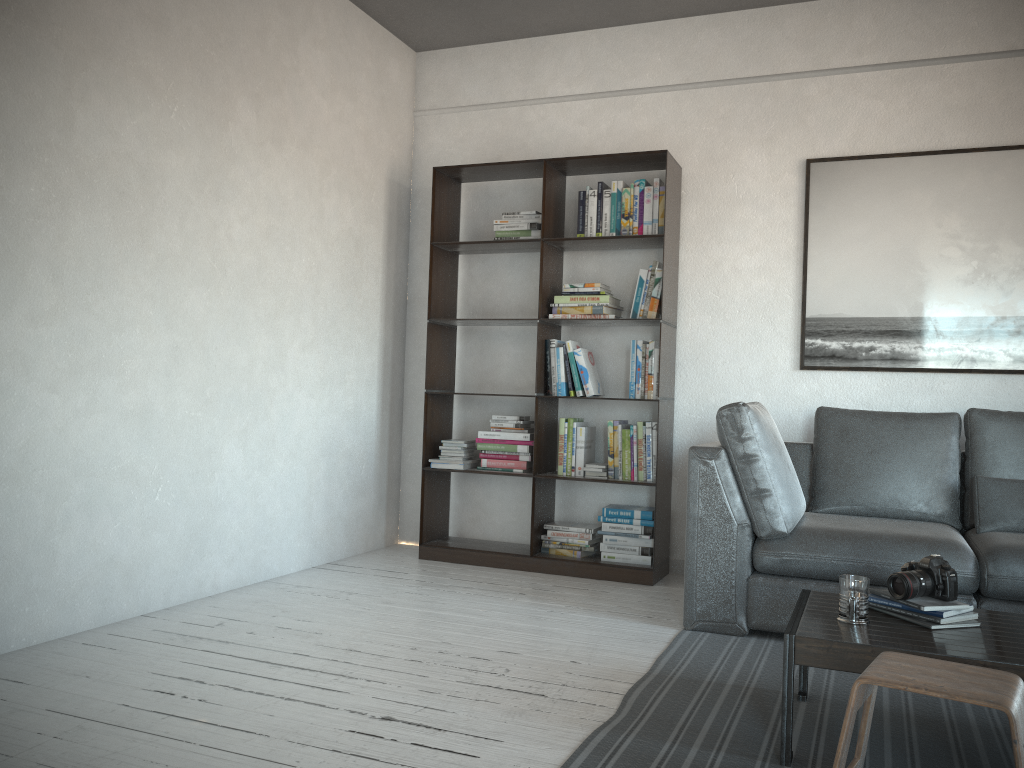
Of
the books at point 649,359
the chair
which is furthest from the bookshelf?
the chair

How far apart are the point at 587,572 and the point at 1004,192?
2.6m

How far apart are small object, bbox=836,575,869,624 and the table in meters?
0.0 m

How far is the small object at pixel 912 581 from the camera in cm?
234

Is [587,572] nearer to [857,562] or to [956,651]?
[857,562]

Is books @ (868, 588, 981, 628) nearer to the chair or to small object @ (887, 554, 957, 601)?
small object @ (887, 554, 957, 601)

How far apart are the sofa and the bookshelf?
0.60m

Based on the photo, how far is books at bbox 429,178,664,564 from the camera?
4.4m

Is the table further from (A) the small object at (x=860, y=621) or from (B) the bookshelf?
(B) the bookshelf

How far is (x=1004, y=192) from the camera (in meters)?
4.05
